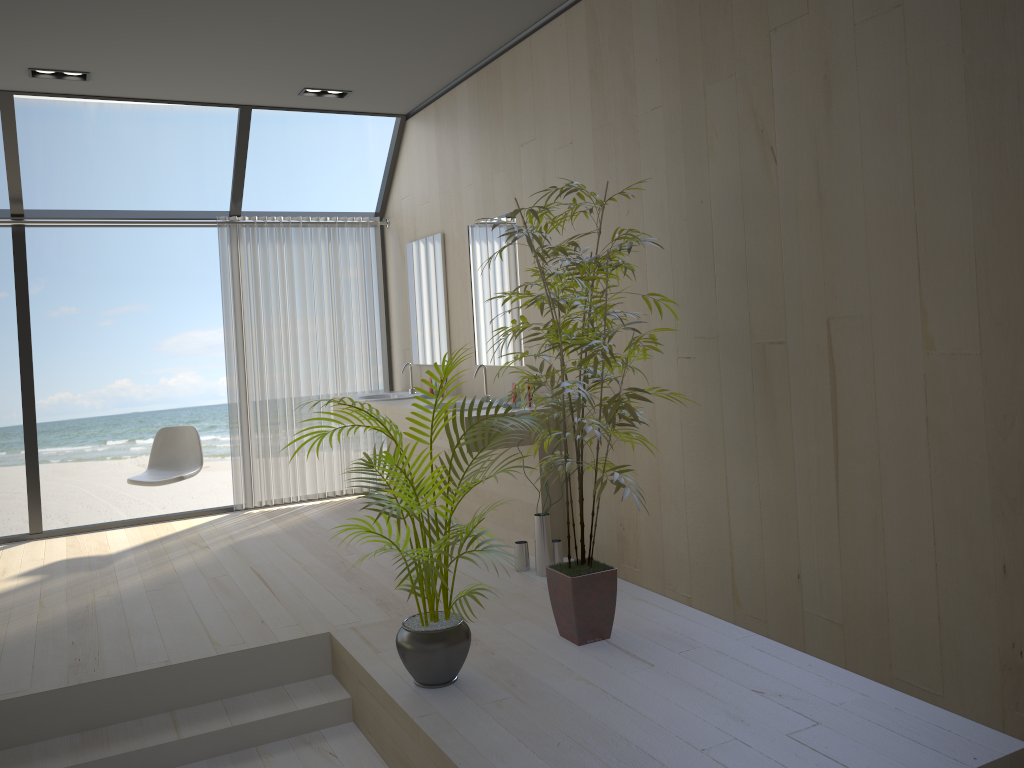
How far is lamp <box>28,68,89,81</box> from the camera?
4.9m

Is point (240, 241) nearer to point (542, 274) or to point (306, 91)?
point (306, 91)

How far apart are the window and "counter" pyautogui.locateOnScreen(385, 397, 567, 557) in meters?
1.8 m

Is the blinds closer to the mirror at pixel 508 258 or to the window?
the window

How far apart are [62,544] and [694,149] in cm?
461

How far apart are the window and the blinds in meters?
0.1

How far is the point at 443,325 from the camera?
5.8 meters

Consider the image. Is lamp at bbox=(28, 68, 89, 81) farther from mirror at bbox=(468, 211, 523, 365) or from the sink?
the sink

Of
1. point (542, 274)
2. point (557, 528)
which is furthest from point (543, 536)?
point (542, 274)

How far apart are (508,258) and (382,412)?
1.3m
